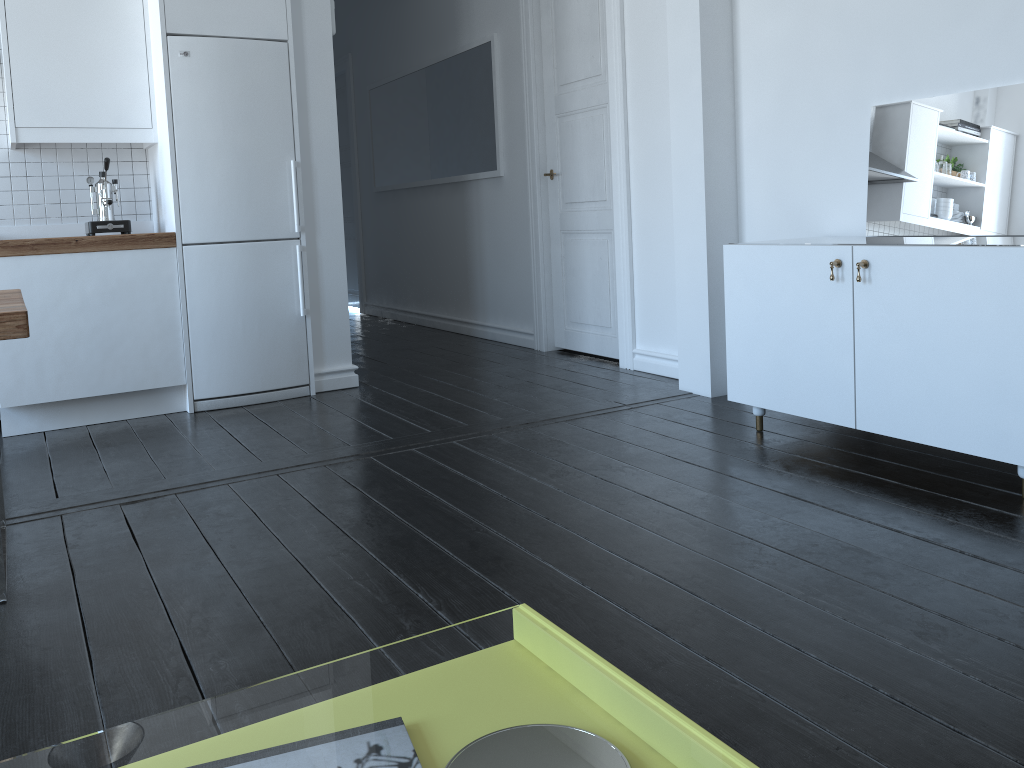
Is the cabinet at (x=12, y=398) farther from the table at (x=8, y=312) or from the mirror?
the mirror

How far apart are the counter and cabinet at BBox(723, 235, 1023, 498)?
2.5 meters

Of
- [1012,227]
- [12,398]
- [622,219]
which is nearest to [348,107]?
[622,219]

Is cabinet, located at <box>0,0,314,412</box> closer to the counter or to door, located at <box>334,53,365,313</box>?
the counter

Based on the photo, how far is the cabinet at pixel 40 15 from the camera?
4.0 meters

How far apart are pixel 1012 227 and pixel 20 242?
3.91m

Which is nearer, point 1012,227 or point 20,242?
point 1012,227

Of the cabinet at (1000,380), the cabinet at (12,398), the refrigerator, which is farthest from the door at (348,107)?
the cabinet at (1000,380)

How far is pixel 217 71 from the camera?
4.12m

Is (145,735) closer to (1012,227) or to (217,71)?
(217,71)
